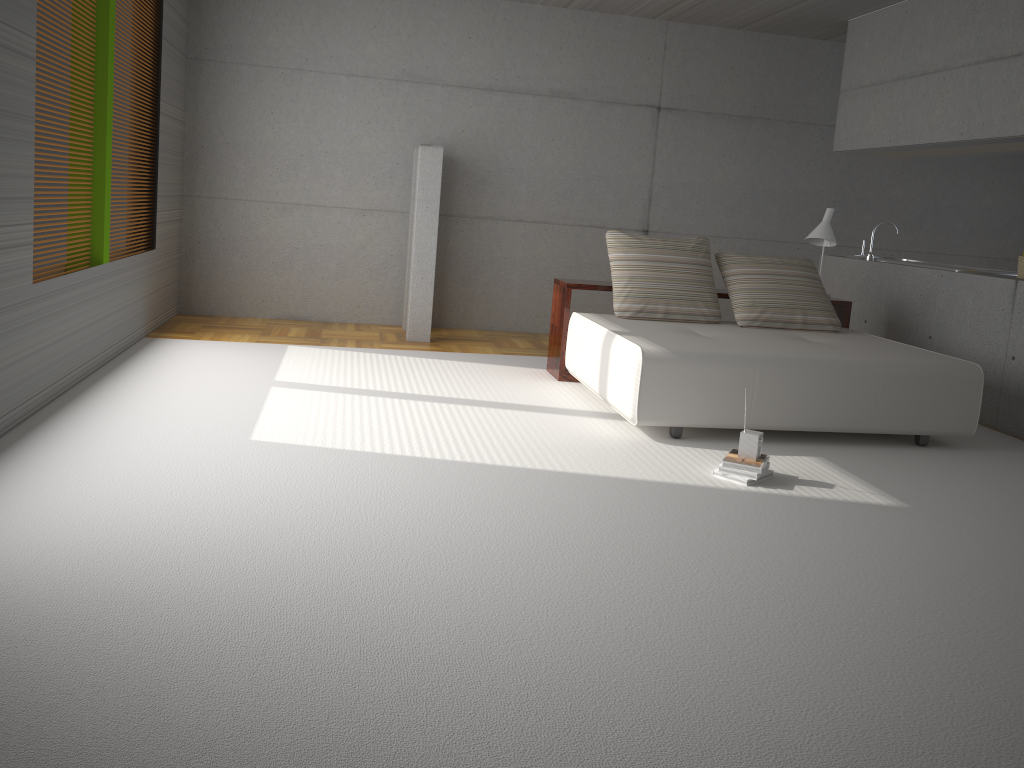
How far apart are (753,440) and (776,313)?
2.1 meters

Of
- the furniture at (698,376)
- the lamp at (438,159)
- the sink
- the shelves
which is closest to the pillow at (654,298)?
the furniture at (698,376)

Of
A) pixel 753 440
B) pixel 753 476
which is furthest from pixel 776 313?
pixel 753 476

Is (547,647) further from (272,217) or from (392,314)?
(272,217)

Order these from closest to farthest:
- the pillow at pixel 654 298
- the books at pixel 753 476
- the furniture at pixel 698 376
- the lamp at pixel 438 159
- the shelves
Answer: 1. the books at pixel 753 476
2. the furniture at pixel 698 376
3. the pillow at pixel 654 298
4. the shelves
5. the lamp at pixel 438 159

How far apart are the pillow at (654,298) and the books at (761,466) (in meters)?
1.81

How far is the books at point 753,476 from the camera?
4.2m

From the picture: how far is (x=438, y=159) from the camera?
7.4m

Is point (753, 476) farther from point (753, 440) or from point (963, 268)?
point (963, 268)

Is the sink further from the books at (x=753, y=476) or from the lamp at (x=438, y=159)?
the lamp at (x=438, y=159)
